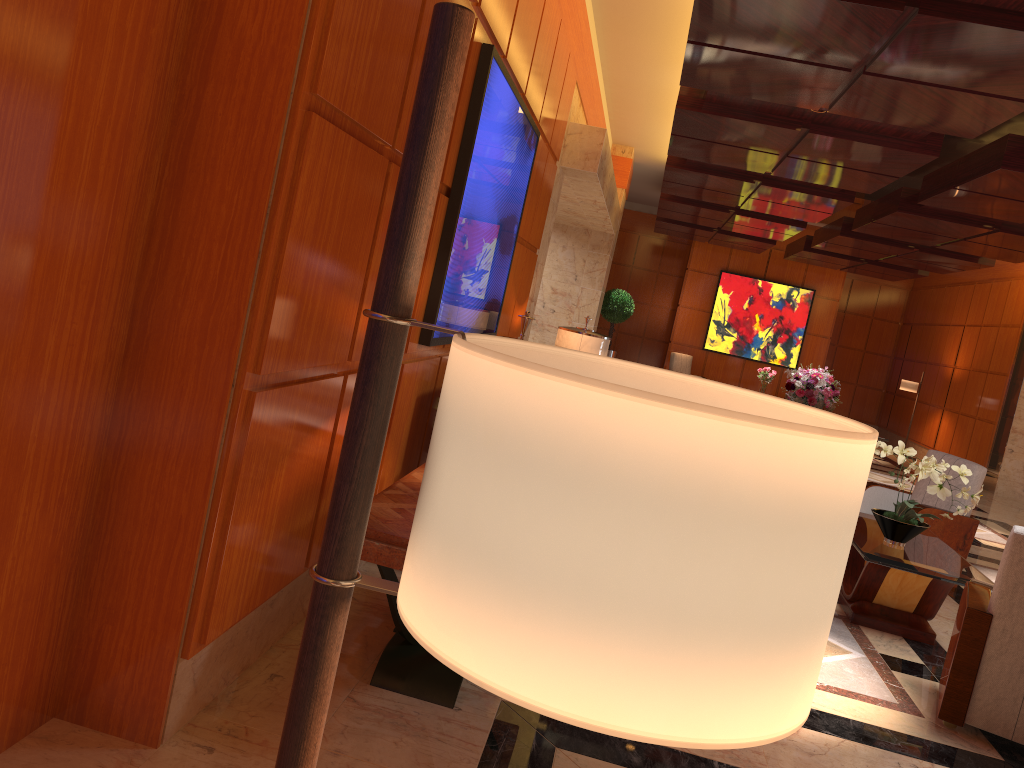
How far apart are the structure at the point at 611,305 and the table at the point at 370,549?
12.8m

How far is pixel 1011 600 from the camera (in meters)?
3.77

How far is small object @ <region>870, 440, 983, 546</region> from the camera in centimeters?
518cm

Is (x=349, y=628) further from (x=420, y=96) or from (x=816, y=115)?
(x=816, y=115)

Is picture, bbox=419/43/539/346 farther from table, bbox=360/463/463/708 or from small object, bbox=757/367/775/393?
small object, bbox=757/367/775/393

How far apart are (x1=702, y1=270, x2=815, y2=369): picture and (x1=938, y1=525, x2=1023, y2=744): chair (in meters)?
14.92

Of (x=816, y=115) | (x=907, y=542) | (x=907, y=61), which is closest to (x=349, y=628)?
(x=907, y=542)

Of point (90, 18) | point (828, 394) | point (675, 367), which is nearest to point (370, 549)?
point (90, 18)

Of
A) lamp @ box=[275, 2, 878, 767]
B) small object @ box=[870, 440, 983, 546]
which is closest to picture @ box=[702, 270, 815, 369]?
small object @ box=[870, 440, 983, 546]

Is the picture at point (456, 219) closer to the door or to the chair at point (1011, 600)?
the door
